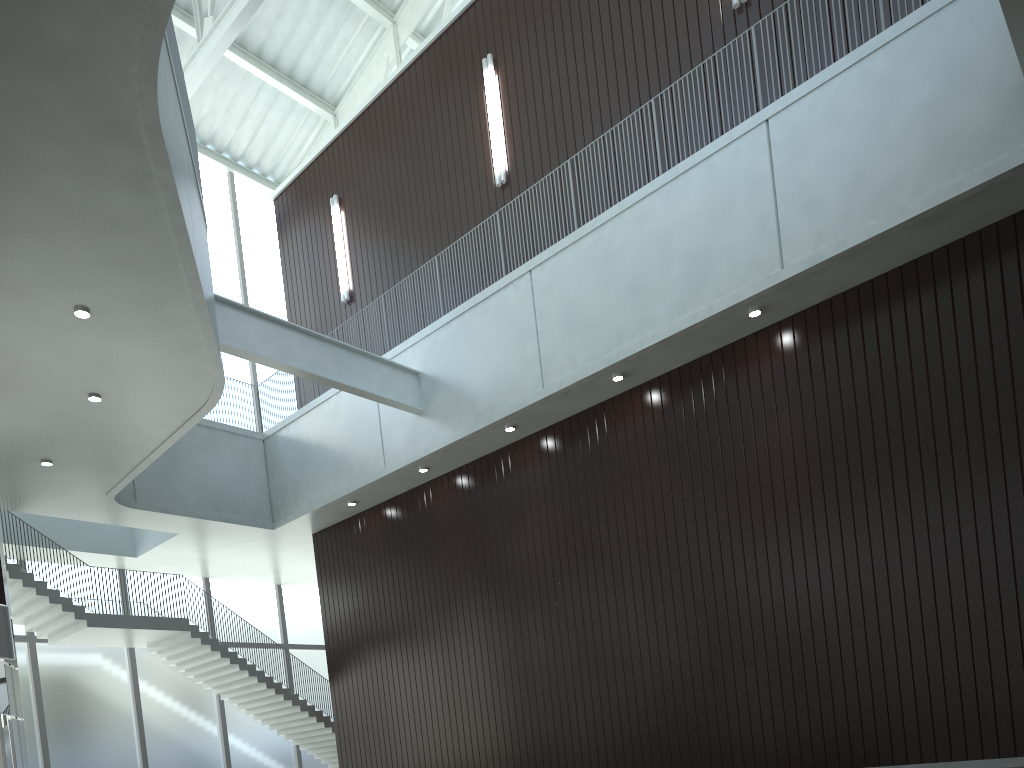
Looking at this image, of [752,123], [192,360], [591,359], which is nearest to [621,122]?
[752,123]

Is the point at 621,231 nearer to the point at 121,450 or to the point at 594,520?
the point at 594,520
